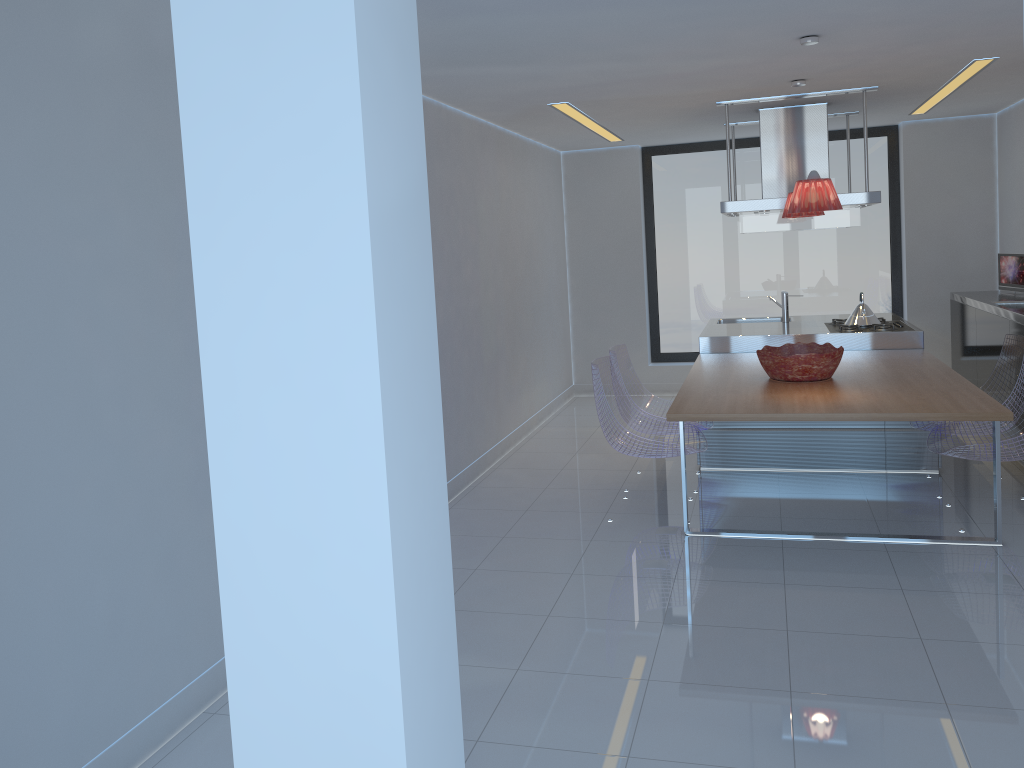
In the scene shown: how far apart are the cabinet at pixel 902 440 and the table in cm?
Answer: 40

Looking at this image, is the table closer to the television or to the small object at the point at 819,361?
the small object at the point at 819,361

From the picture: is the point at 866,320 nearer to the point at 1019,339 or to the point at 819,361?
the point at 1019,339

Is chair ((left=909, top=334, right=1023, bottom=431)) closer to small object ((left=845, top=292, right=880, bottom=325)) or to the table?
the table

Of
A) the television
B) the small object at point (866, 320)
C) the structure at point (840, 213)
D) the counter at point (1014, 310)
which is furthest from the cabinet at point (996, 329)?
the structure at point (840, 213)

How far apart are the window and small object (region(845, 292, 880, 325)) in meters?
2.2 m

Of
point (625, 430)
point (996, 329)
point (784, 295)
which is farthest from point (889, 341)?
point (625, 430)

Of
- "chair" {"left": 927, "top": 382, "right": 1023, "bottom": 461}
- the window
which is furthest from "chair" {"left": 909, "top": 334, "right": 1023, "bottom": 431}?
the window

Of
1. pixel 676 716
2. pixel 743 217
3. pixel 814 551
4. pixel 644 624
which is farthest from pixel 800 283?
pixel 676 716

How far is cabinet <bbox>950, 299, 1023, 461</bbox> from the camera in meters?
5.9
